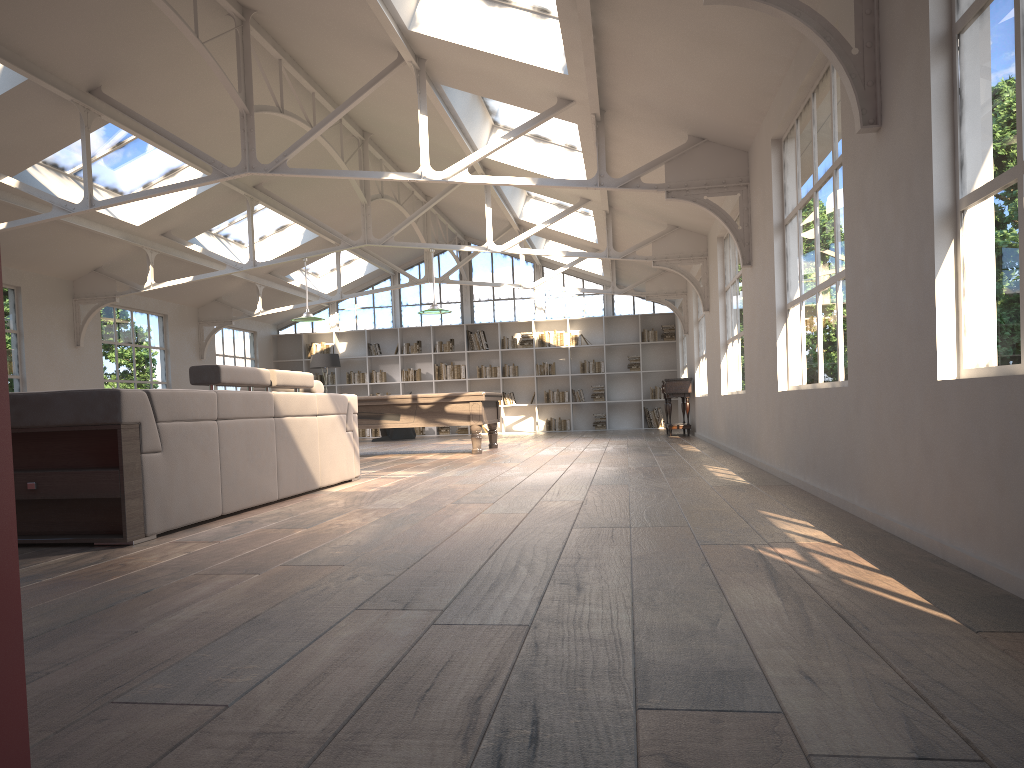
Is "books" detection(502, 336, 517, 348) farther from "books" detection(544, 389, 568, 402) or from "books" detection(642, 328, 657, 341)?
"books" detection(642, 328, 657, 341)

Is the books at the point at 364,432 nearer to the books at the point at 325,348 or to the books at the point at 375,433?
the books at the point at 375,433

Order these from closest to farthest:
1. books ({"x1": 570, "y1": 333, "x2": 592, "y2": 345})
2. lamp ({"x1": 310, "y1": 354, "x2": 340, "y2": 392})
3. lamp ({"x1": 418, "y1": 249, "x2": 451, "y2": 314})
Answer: lamp ({"x1": 418, "y1": 249, "x2": 451, "y2": 314}) < lamp ({"x1": 310, "y1": 354, "x2": 340, "y2": 392}) < books ({"x1": 570, "y1": 333, "x2": 592, "y2": 345})

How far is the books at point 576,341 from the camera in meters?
18.4 m

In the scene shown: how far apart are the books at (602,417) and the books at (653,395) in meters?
1.1

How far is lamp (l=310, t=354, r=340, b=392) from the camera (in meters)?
17.40

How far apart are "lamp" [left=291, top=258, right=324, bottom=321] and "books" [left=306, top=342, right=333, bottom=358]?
7.24m

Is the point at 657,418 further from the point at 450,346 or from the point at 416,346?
the point at 416,346

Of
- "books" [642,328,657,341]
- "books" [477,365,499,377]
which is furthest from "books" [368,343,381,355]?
"books" [642,328,657,341]

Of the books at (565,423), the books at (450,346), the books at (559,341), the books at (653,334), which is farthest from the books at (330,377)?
the books at (653,334)
